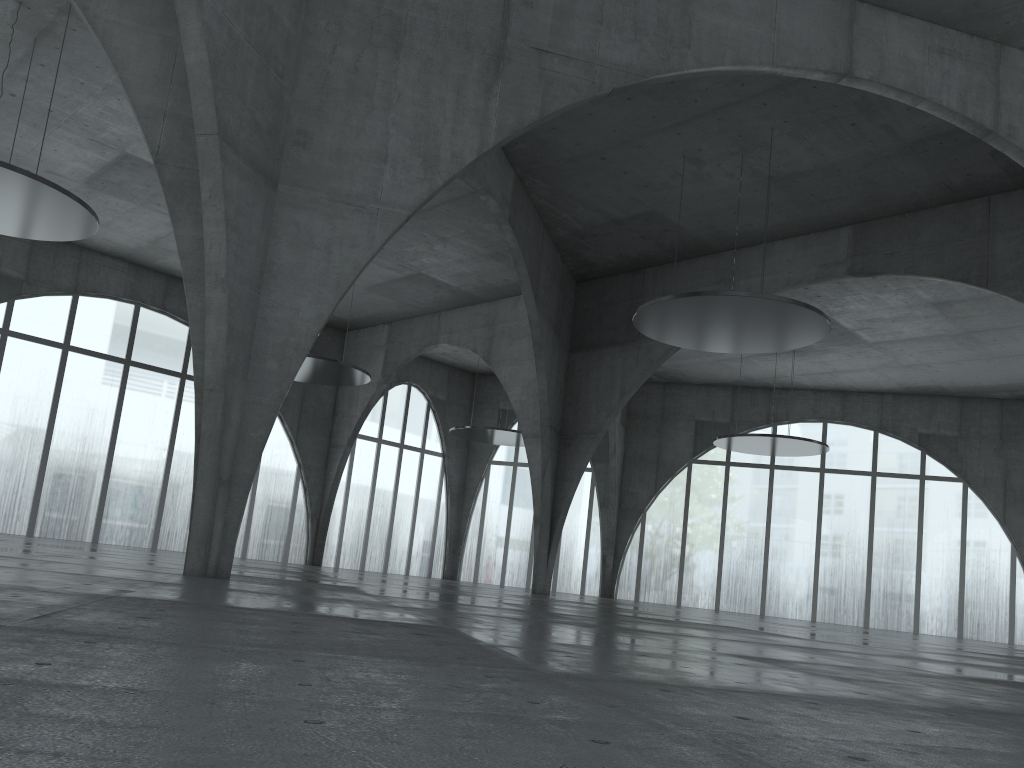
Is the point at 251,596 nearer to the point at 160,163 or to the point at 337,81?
the point at 160,163

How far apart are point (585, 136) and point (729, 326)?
13.18m
